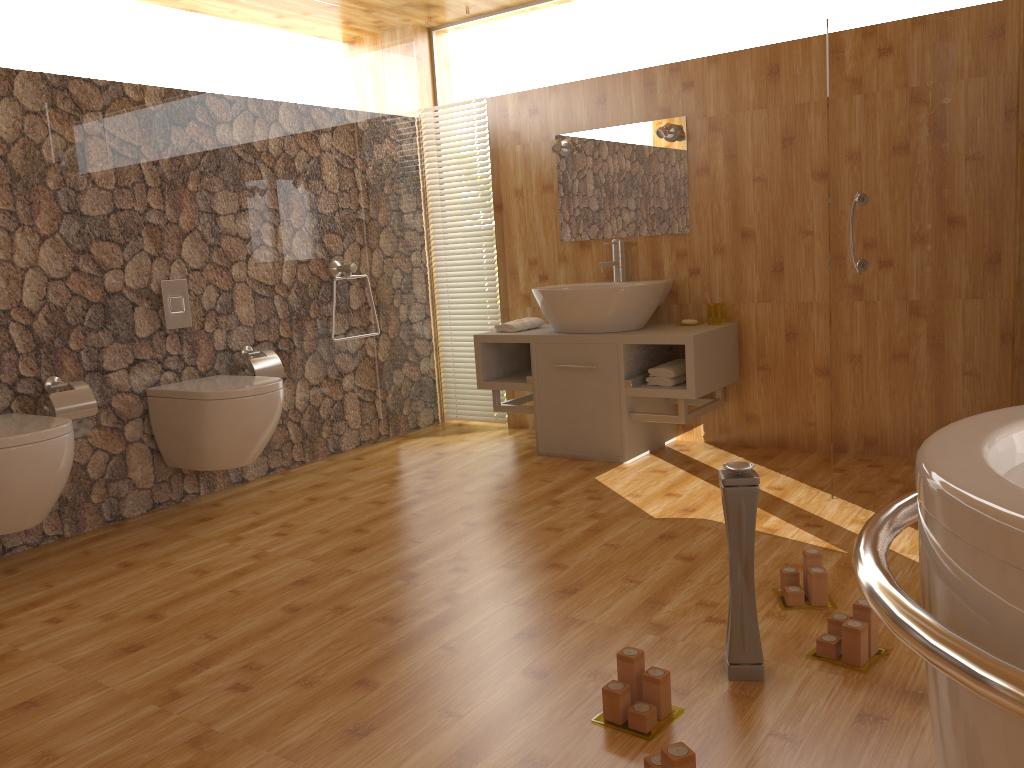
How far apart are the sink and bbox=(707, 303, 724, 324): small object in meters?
0.2

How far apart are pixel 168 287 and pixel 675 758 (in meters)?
2.92

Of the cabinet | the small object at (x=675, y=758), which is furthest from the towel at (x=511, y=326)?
the small object at (x=675, y=758)

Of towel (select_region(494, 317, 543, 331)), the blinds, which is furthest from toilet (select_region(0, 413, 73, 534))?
the blinds

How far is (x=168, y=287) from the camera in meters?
3.6 m

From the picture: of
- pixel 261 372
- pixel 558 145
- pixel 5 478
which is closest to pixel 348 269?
pixel 261 372

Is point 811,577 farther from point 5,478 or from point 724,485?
point 5,478

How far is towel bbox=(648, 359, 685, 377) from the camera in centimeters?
379cm

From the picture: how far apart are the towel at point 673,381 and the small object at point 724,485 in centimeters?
186cm

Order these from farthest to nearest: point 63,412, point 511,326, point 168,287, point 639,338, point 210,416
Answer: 1. point 511,326
2. point 639,338
3. point 168,287
4. point 210,416
5. point 63,412
